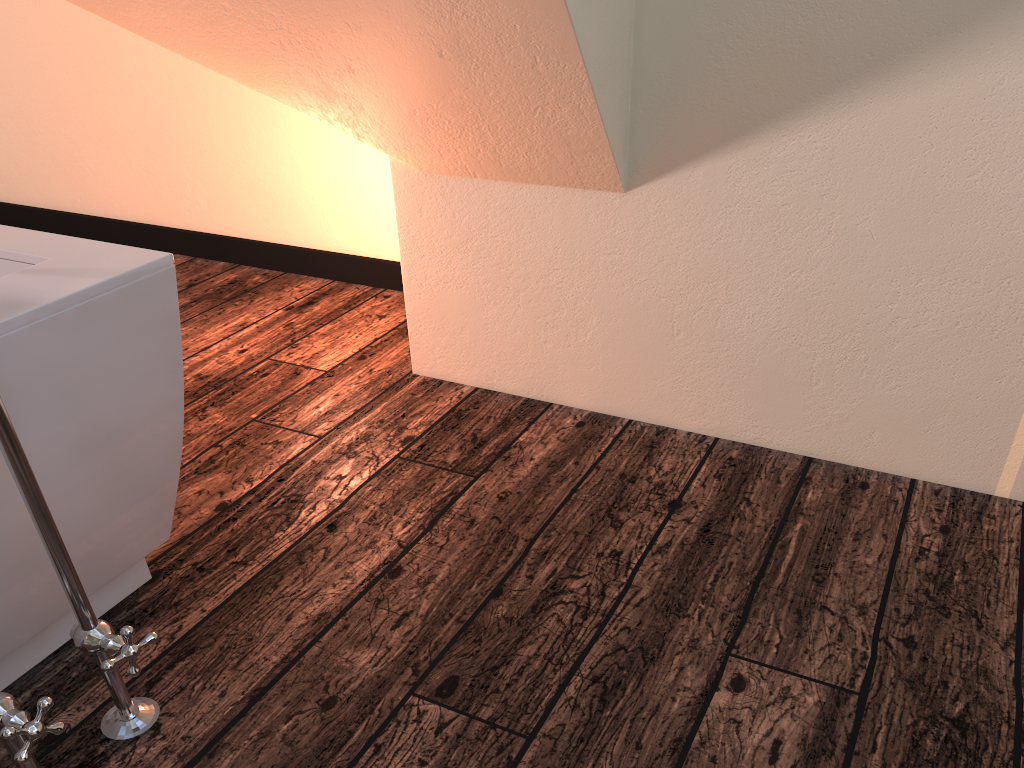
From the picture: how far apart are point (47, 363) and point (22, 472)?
0.15m

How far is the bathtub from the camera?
1.1 meters

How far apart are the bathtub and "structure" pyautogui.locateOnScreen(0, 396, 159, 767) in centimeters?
6cm

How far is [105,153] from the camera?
3.3m

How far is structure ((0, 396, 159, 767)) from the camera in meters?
1.1 m

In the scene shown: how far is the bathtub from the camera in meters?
1.1
